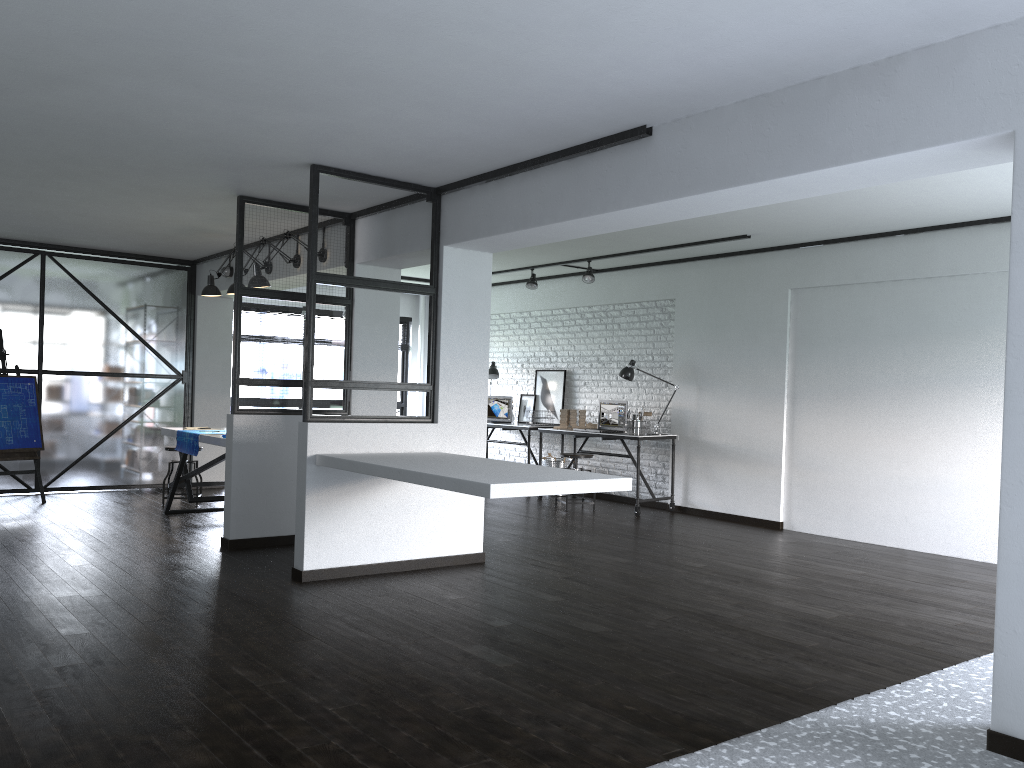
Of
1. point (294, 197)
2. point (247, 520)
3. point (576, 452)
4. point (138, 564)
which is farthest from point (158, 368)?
point (576, 452)

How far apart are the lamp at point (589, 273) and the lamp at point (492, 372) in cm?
207

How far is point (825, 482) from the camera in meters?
7.2 m

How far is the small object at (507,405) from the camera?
10.22m

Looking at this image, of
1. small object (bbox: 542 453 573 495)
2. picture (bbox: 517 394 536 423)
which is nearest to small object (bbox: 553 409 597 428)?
small object (bbox: 542 453 573 495)

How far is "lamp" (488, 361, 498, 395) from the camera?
10.2 meters

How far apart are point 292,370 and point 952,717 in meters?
4.4

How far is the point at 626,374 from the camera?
8.5 meters

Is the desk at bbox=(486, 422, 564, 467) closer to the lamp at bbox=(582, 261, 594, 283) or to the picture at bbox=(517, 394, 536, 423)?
the picture at bbox=(517, 394, 536, 423)

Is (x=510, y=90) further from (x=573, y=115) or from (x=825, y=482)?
(x=825, y=482)
